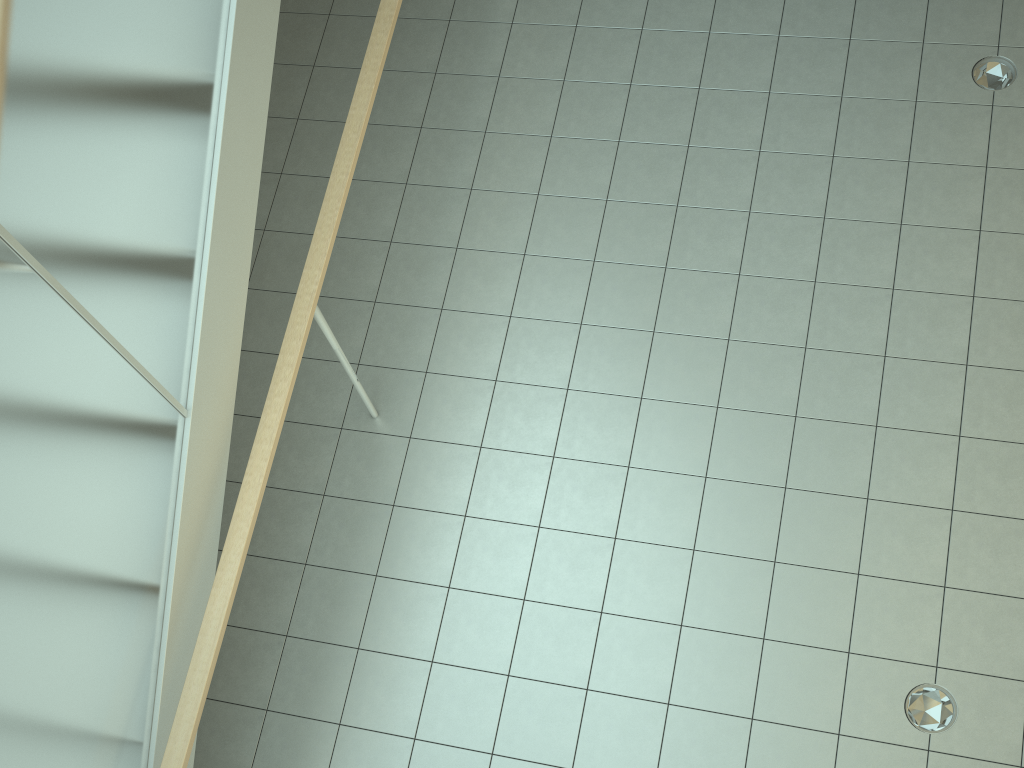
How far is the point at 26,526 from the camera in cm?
202

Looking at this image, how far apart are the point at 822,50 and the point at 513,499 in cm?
281

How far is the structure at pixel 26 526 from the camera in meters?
2.0 m

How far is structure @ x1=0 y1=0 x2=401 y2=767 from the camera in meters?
2.0
